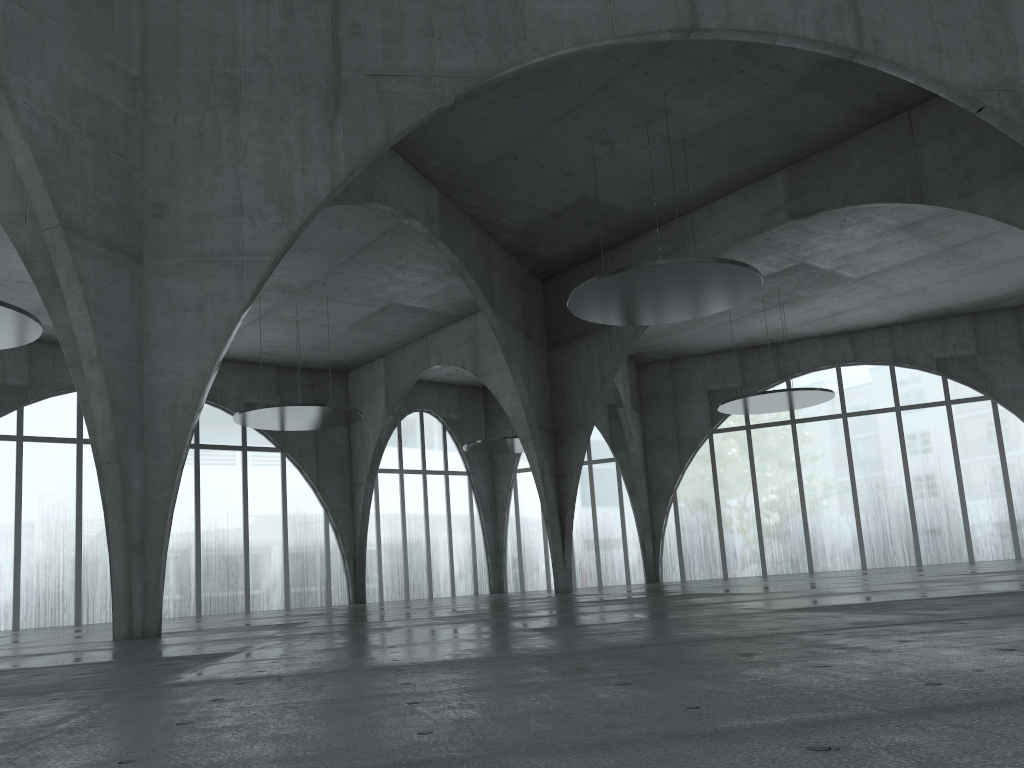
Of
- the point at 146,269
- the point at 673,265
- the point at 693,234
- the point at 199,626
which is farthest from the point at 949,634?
the point at 693,234
